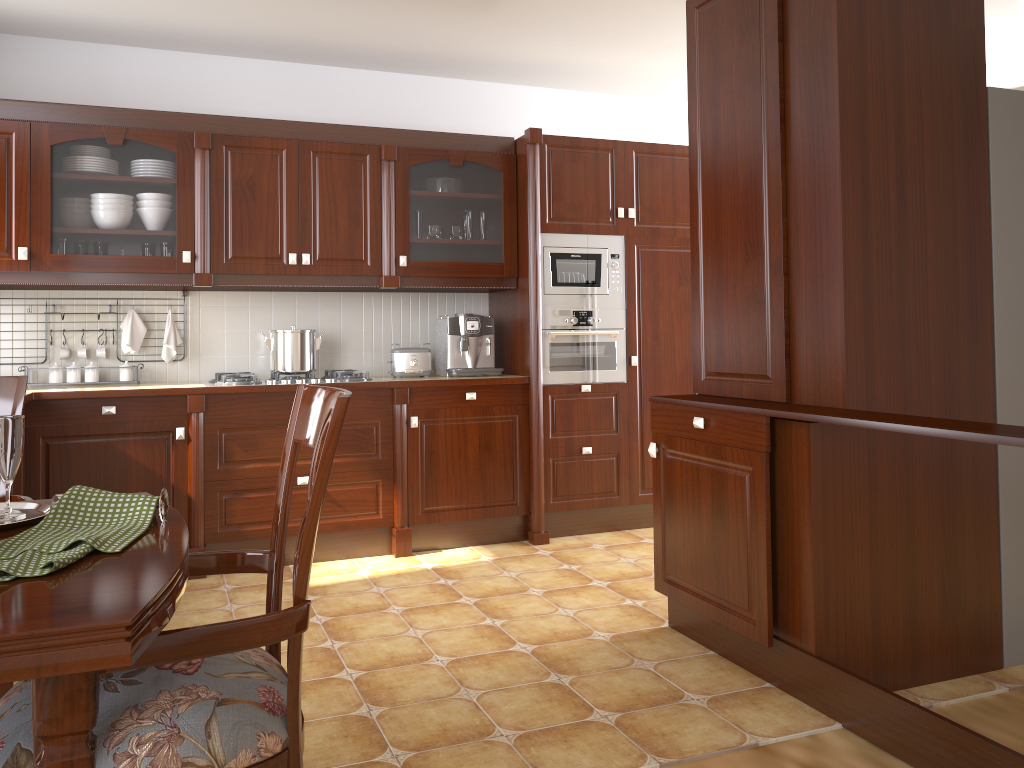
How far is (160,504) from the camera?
1.25m

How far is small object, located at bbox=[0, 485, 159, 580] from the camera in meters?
1.0 m

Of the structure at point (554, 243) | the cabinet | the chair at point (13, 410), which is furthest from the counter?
the chair at point (13, 410)

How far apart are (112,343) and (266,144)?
1.2m

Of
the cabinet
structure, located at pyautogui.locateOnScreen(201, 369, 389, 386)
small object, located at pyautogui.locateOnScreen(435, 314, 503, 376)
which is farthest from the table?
small object, located at pyautogui.locateOnScreen(435, 314, 503, 376)

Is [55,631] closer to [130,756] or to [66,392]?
[130,756]

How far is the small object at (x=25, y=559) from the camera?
1.0 meters

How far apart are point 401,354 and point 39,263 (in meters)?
1.63

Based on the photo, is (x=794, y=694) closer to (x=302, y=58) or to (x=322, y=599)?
(x=322, y=599)

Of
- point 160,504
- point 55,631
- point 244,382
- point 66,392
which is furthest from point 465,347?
point 55,631
